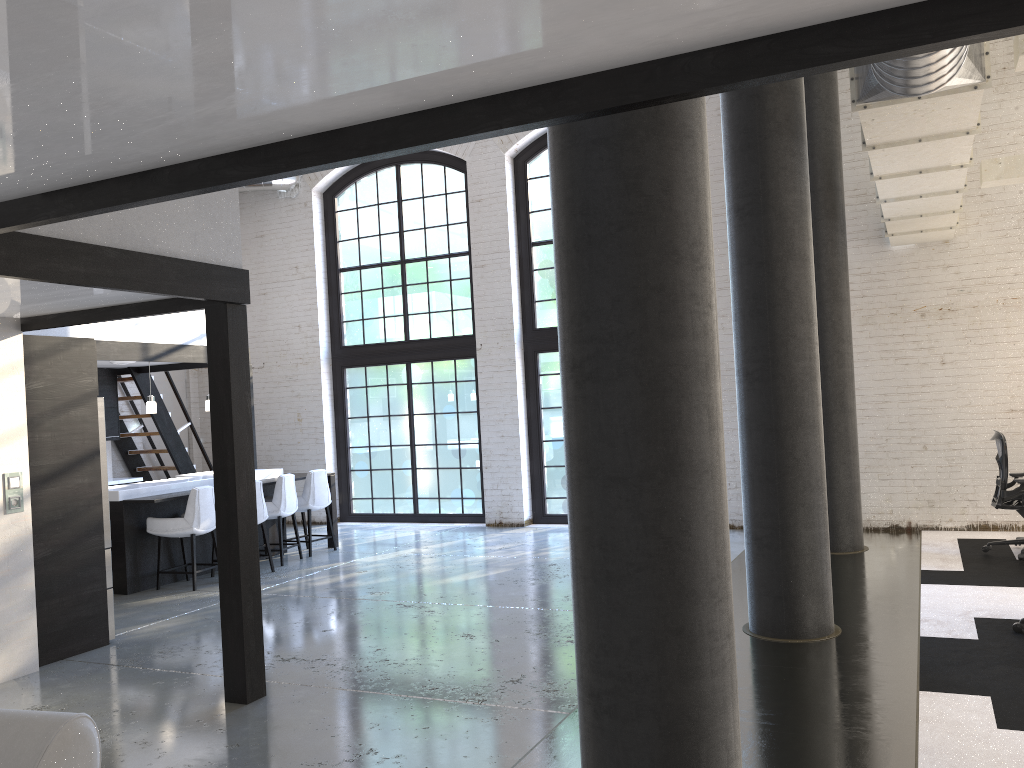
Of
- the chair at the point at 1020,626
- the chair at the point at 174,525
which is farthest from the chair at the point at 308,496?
the chair at the point at 1020,626

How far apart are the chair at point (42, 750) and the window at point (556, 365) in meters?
9.0 m

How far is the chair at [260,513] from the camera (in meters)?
8.75

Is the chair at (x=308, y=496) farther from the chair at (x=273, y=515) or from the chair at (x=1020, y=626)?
the chair at (x=1020, y=626)

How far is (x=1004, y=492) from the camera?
7.5m

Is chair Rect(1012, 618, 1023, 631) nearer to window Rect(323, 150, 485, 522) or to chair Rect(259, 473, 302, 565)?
chair Rect(259, 473, 302, 565)

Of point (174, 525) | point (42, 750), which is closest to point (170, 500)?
point (174, 525)

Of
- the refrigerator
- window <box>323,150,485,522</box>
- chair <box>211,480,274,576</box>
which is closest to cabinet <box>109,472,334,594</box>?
chair <box>211,480,274,576</box>

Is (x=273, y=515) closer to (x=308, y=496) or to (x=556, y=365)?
(x=308, y=496)

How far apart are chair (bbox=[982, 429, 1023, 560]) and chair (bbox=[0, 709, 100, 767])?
7.4 meters
